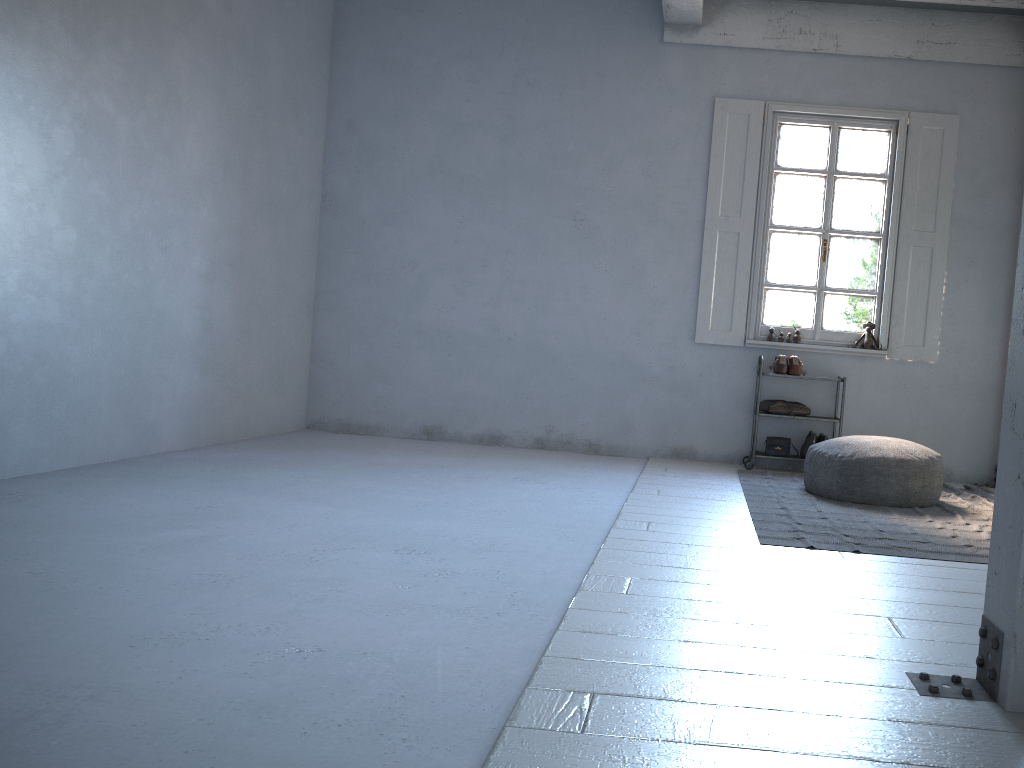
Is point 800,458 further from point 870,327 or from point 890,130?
point 890,130

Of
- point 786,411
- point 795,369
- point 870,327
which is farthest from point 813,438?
point 870,327

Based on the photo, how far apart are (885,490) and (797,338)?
2.2 meters

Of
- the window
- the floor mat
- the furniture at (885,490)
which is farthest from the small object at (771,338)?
the furniture at (885,490)

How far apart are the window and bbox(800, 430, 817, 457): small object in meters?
0.8 m

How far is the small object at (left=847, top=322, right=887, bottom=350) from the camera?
7.52m

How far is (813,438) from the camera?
7.4 meters

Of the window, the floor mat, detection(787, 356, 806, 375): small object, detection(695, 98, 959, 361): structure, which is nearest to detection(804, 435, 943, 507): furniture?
the floor mat

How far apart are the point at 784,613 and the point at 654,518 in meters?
1.8

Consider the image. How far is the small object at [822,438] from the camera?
7.4m
